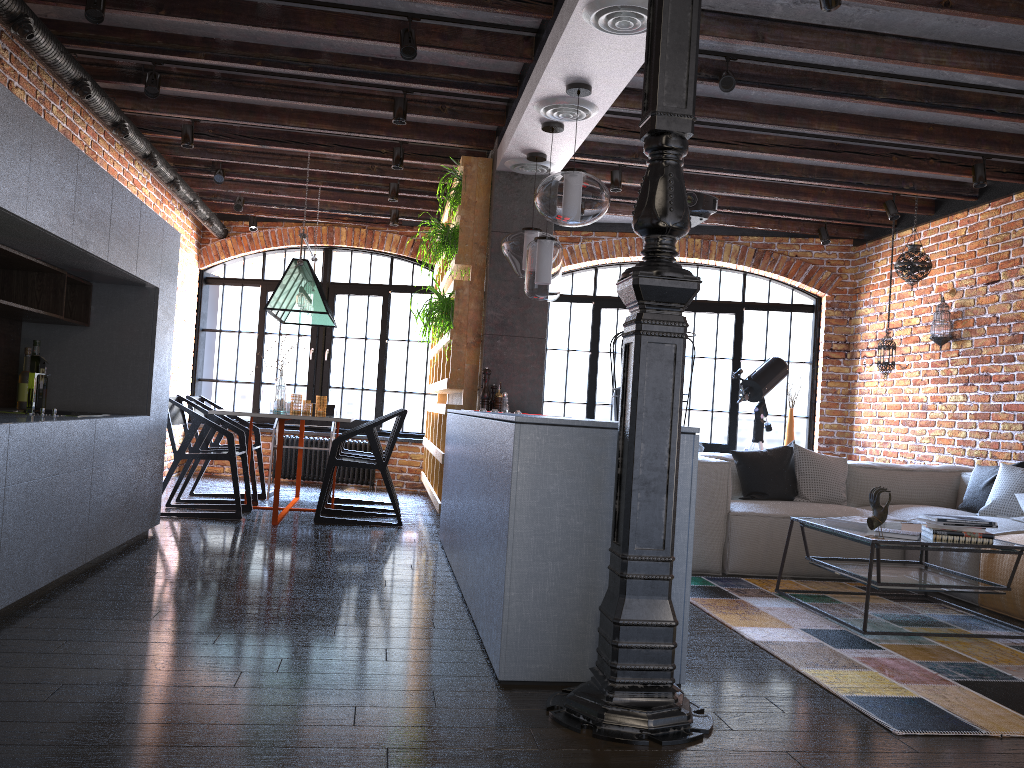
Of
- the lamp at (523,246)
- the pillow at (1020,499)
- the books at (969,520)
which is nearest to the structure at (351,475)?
the lamp at (523,246)

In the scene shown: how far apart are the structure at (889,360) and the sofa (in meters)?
1.12

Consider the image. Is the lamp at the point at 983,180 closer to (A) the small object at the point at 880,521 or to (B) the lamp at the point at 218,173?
(A) the small object at the point at 880,521

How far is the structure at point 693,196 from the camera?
5.6m

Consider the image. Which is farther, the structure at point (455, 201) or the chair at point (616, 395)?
the chair at point (616, 395)

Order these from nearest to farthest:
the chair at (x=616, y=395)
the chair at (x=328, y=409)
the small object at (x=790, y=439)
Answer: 1. the chair at (x=616, y=395)
2. the chair at (x=328, y=409)
3. the small object at (x=790, y=439)

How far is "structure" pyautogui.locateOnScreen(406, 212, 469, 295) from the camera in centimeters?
589cm

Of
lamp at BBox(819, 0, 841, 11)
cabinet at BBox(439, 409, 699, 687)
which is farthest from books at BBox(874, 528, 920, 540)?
lamp at BBox(819, 0, 841, 11)

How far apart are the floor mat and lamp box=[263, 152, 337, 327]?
3.20m

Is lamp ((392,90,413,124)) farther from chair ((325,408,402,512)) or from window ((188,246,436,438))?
window ((188,246,436,438))
